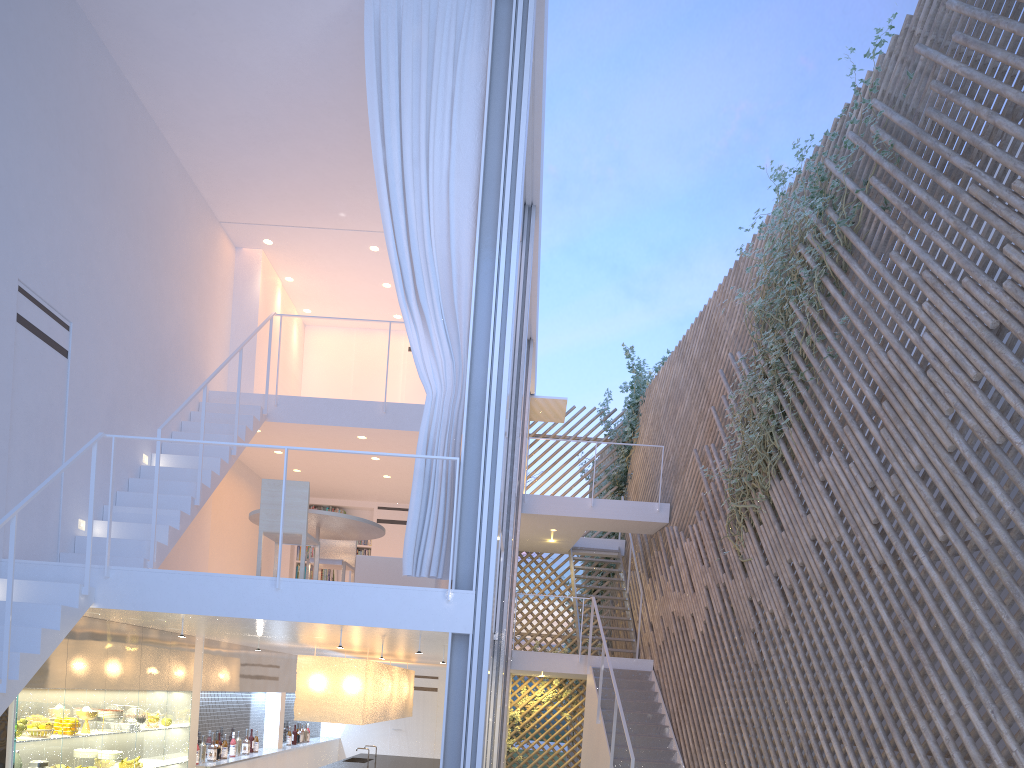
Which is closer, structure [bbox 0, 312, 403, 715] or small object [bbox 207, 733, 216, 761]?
structure [bbox 0, 312, 403, 715]

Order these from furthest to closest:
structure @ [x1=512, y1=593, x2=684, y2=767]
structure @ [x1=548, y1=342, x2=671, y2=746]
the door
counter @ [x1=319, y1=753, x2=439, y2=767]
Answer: structure @ [x1=548, y1=342, x2=671, y2=746], the door, counter @ [x1=319, y1=753, x2=439, y2=767], structure @ [x1=512, y1=593, x2=684, y2=767]

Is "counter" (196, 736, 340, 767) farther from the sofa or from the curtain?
the curtain

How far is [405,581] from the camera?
4.6 meters

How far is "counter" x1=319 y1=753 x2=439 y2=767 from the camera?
6.10m

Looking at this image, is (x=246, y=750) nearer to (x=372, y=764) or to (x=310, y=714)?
(x=372, y=764)

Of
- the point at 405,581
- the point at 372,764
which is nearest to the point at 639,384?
the point at 372,764

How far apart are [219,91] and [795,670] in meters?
4.1

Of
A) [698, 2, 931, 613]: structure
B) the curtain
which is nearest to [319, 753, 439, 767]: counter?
[698, 2, 931, 613]: structure

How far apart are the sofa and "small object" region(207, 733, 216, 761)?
1.56m
